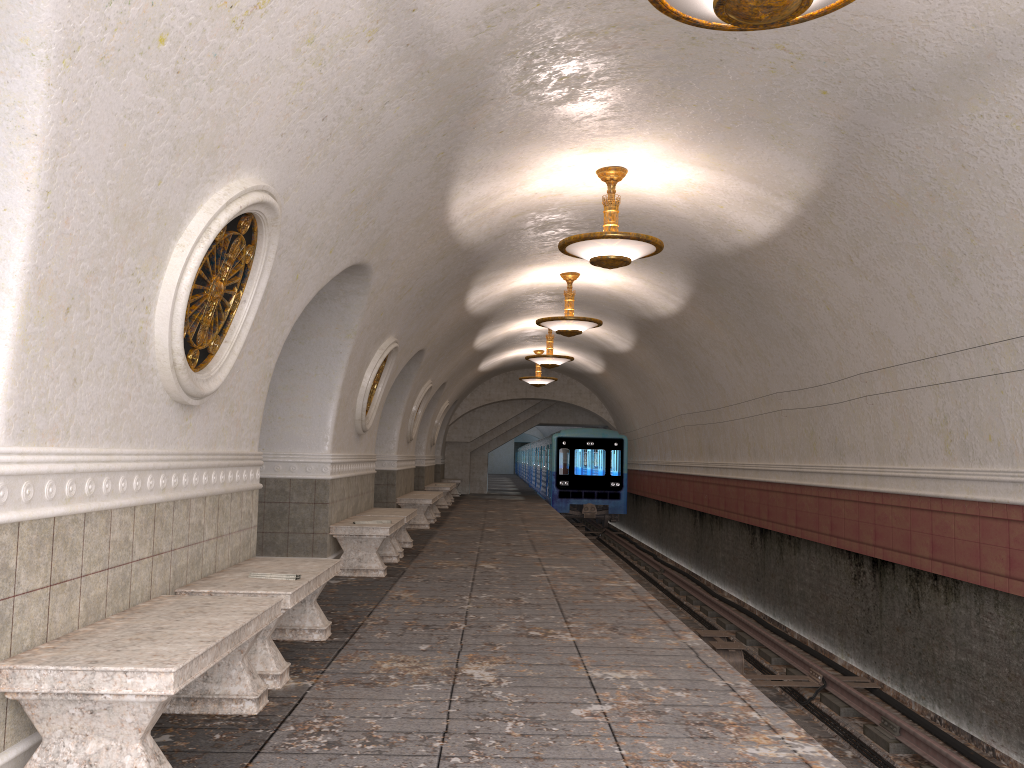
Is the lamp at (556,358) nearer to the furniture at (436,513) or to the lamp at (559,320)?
the furniture at (436,513)

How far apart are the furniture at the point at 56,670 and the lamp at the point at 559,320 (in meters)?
8.89

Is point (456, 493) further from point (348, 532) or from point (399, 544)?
point (348, 532)

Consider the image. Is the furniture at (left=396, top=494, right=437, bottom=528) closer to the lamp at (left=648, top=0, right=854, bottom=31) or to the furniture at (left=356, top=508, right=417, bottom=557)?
the furniture at (left=356, top=508, right=417, bottom=557)

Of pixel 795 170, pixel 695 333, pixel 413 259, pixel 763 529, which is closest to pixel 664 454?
pixel 695 333

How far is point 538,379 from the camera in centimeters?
2254cm

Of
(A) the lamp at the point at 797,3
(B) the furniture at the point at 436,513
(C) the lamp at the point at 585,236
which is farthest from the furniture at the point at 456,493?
(A) the lamp at the point at 797,3

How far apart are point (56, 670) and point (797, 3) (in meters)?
3.72

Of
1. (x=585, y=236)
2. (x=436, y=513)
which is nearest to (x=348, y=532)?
(x=585, y=236)

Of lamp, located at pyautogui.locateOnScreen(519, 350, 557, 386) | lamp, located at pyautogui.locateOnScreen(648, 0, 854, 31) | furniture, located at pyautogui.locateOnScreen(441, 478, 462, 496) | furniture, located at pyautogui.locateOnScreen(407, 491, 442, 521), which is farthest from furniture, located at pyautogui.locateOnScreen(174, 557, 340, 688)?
furniture, located at pyautogui.locateOnScreen(441, 478, 462, 496)
